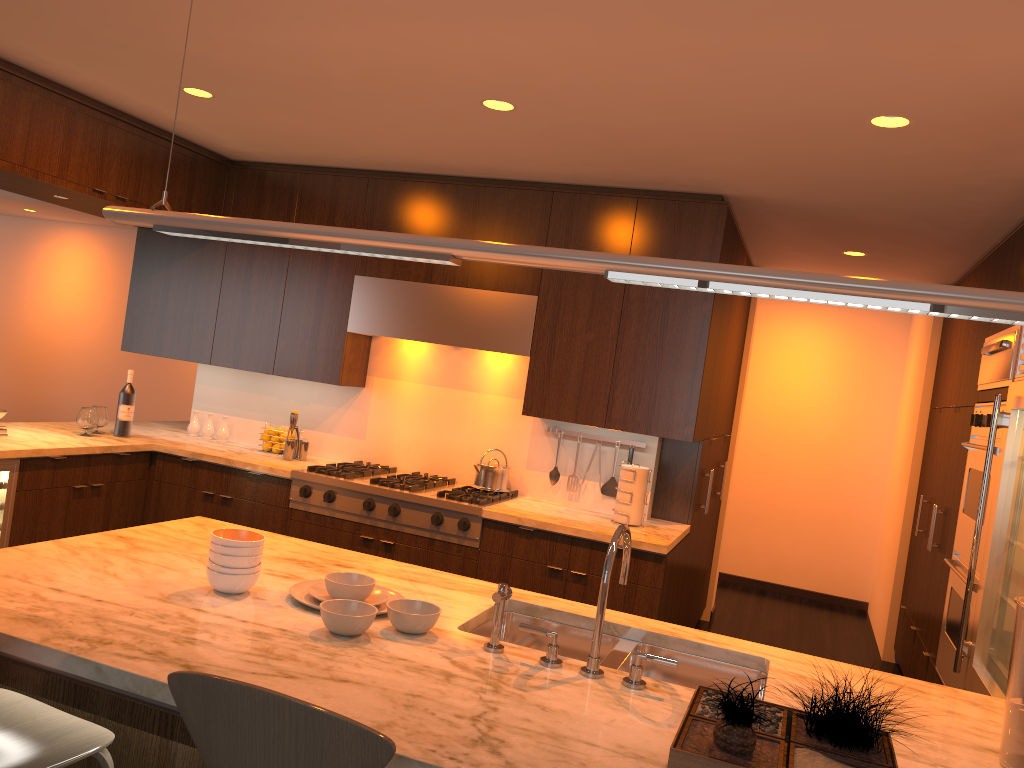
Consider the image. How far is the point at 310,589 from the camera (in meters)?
2.36

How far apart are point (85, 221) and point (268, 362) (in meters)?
6.36

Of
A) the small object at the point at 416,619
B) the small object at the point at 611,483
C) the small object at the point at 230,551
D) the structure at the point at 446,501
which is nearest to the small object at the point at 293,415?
the structure at the point at 446,501

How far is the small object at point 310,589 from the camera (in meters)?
2.36

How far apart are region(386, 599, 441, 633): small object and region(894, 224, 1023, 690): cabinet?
2.66m

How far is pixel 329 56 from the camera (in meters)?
3.12

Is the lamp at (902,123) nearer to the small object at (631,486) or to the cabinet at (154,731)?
the small object at (631,486)

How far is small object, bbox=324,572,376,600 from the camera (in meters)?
2.30

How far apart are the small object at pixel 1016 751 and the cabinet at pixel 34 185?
2.2m

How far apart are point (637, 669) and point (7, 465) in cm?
328
